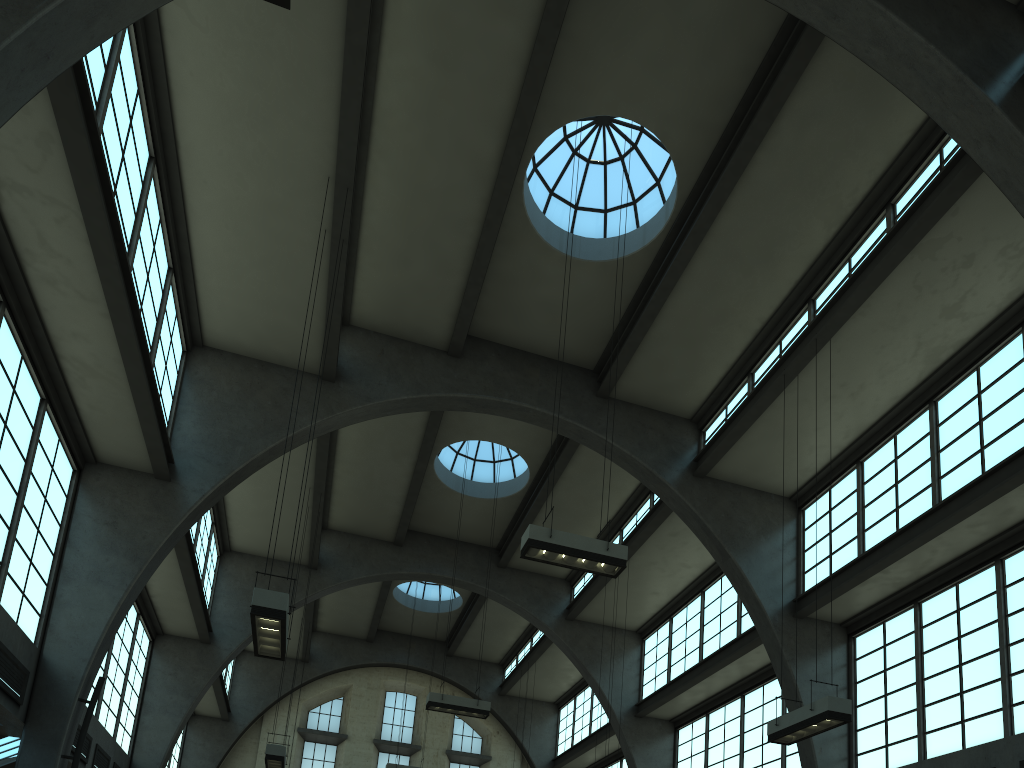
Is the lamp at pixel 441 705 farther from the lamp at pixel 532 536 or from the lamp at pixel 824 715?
the lamp at pixel 824 715

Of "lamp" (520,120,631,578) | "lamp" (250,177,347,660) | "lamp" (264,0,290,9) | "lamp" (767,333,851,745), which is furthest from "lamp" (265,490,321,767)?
"lamp" (264,0,290,9)

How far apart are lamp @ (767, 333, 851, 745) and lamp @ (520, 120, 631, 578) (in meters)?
3.03

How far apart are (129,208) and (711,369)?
11.81m

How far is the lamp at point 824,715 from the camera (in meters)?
10.69

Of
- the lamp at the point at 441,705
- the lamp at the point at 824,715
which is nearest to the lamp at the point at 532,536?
the lamp at the point at 824,715

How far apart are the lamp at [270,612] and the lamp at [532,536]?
3.5 meters

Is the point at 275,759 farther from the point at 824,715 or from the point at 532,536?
the point at 824,715

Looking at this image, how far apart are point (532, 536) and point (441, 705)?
7.9 meters

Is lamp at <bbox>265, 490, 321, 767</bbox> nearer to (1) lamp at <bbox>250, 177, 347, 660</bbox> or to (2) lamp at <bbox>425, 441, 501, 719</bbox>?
(2) lamp at <bbox>425, 441, 501, 719</bbox>
